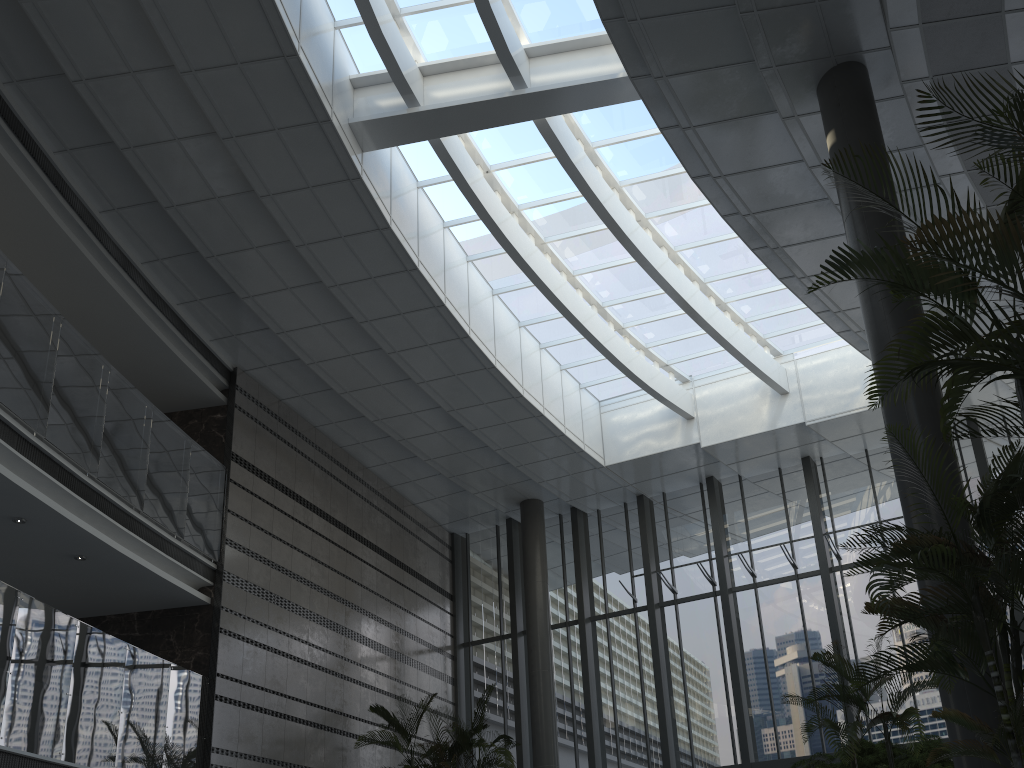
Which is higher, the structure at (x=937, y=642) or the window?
the window

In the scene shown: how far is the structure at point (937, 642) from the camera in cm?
425

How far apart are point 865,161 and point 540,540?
10.2m

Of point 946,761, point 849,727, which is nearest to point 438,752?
point 946,761

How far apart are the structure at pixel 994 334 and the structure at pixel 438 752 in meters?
8.9

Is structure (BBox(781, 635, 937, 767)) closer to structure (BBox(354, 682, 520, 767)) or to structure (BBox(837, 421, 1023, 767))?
structure (BBox(837, 421, 1023, 767))

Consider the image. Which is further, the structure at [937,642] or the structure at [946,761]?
the structure at [946,761]

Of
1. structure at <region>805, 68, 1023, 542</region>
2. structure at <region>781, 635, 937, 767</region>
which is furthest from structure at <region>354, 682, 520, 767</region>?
structure at <region>805, 68, 1023, 542</region>

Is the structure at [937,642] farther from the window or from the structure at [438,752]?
the structure at [438,752]

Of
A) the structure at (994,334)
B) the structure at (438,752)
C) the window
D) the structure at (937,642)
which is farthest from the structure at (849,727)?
the window
